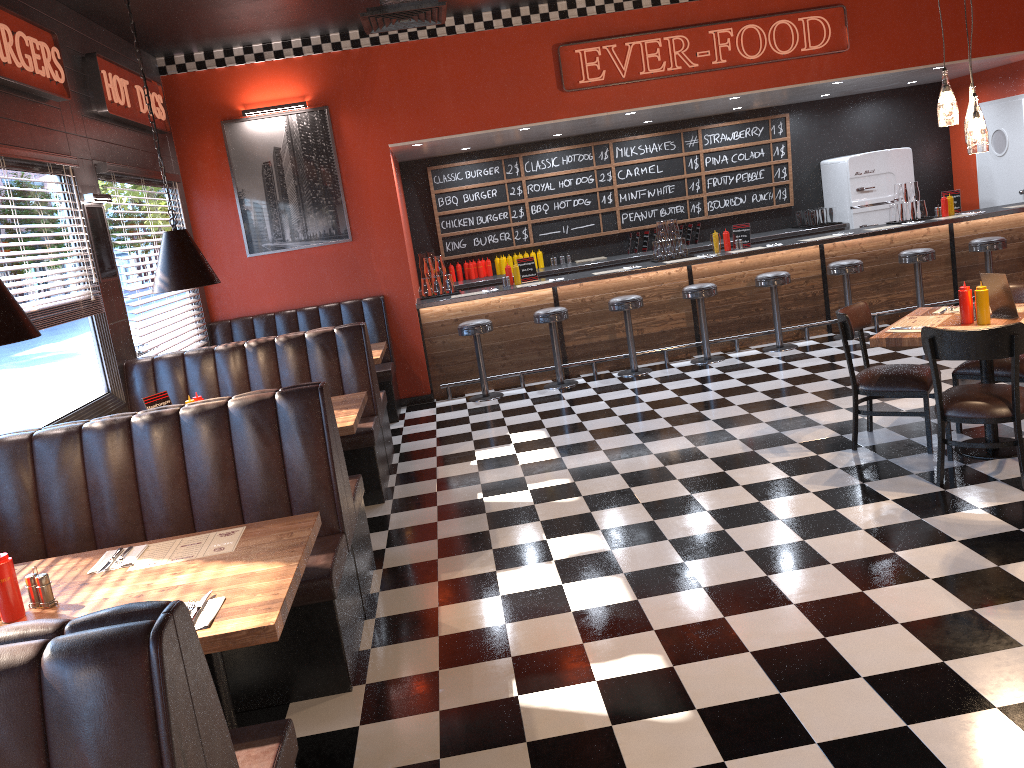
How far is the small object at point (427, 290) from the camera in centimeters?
917cm

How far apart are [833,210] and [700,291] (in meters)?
3.19

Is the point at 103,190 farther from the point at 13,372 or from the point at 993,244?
the point at 993,244

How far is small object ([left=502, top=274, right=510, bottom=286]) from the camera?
9.13m

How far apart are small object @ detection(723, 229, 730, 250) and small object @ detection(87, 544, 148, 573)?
7.4m

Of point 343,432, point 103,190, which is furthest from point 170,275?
point 103,190

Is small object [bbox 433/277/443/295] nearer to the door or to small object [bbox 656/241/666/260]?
small object [bbox 656/241/666/260]

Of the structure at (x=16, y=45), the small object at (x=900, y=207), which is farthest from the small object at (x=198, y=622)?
the small object at (x=900, y=207)

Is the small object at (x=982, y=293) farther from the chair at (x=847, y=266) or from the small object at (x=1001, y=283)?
the chair at (x=847, y=266)

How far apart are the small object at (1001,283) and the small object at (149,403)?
4.83m
